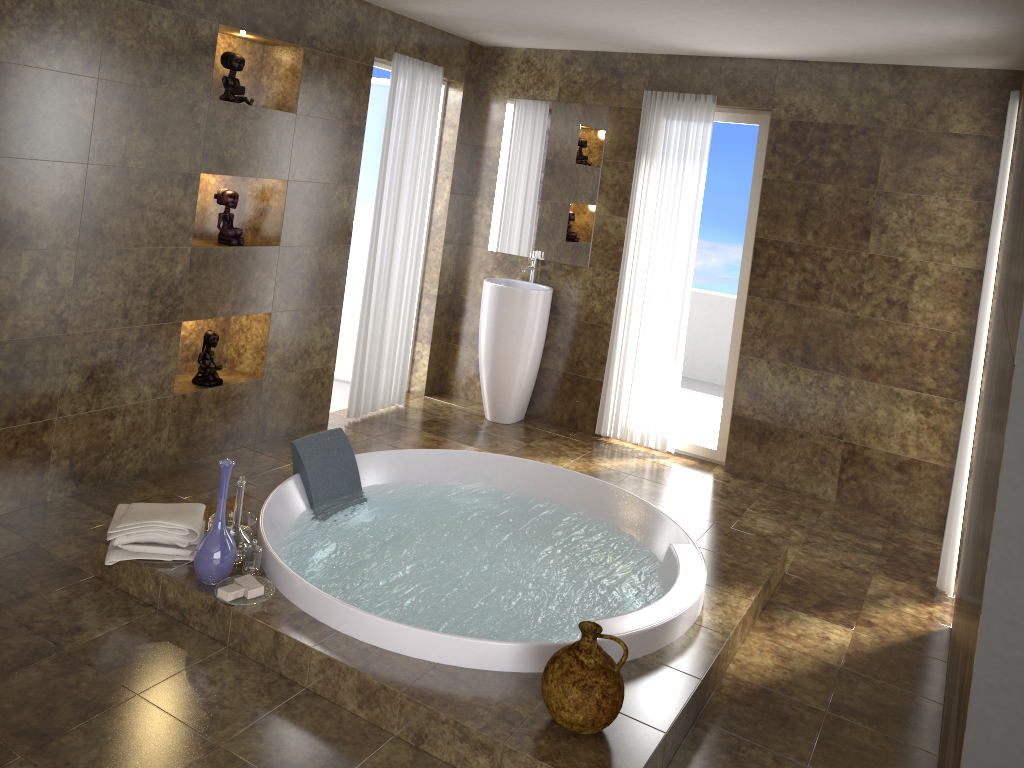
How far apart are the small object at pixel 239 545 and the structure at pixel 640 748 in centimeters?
3cm

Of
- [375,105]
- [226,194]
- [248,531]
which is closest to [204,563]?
[248,531]

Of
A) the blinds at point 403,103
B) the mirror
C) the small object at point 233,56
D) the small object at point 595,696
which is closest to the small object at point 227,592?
the small object at point 595,696

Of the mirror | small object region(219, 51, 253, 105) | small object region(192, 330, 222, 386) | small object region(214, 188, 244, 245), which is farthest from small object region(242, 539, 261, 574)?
the mirror

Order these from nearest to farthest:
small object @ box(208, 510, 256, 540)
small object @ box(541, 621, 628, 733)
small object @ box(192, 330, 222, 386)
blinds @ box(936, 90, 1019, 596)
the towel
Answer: small object @ box(541, 621, 628, 733)
the towel
small object @ box(208, 510, 256, 540)
blinds @ box(936, 90, 1019, 596)
small object @ box(192, 330, 222, 386)

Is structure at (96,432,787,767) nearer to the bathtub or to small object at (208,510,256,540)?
the bathtub

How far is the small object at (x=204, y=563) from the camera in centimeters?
302cm

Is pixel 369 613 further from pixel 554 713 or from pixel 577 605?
pixel 577 605

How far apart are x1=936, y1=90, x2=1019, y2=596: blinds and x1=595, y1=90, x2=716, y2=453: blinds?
1.8 meters

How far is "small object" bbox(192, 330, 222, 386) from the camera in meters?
4.4
